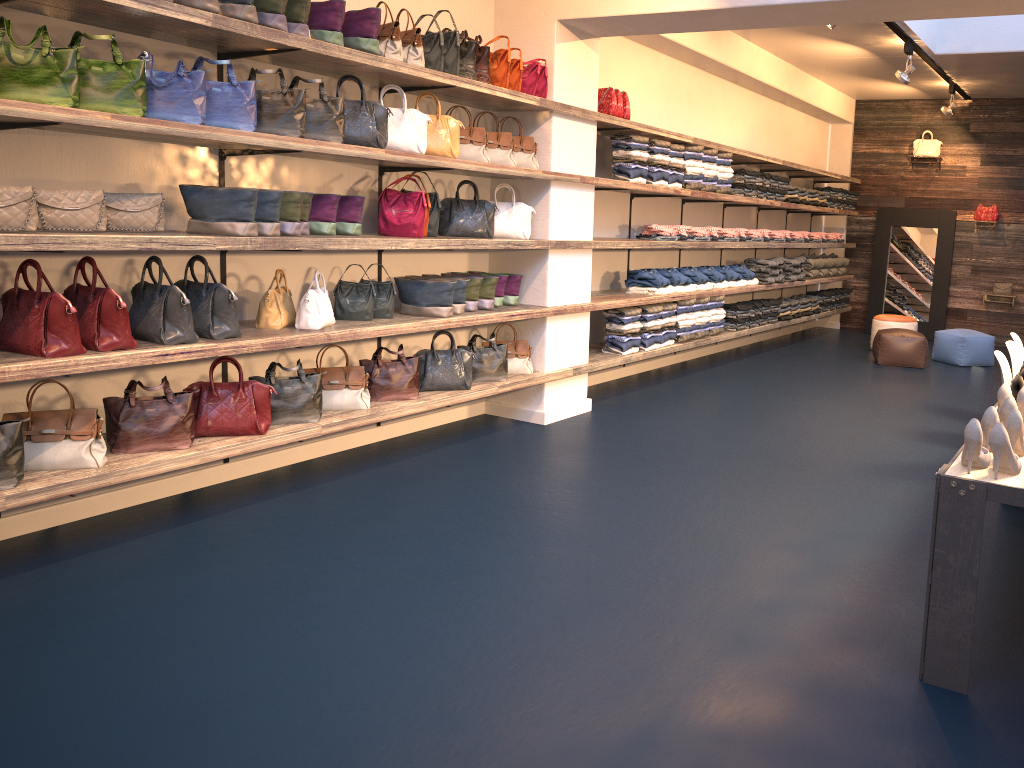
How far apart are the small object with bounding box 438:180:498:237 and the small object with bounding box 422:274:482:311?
0.33m

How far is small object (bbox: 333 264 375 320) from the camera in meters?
5.1

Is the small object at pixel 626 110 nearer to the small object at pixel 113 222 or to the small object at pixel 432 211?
the small object at pixel 432 211

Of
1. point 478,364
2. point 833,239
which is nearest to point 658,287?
point 478,364

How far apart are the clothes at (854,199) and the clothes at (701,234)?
4.9m

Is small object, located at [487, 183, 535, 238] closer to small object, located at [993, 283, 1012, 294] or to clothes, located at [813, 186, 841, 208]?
clothes, located at [813, 186, 841, 208]

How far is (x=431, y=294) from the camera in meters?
5.4

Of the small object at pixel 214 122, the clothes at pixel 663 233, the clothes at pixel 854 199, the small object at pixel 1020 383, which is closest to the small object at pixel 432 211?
the small object at pixel 214 122

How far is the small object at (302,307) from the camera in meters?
4.7

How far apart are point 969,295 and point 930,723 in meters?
10.7 m
